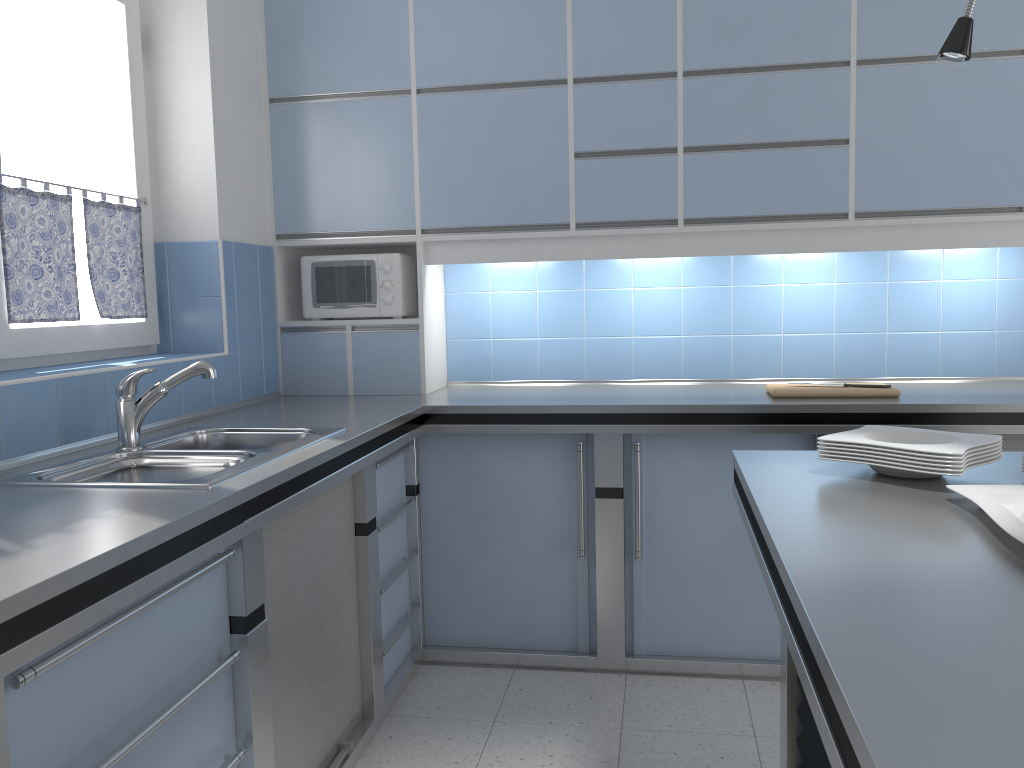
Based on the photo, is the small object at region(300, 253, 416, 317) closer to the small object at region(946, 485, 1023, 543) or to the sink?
the sink

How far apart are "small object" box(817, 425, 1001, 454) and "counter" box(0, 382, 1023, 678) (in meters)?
1.05

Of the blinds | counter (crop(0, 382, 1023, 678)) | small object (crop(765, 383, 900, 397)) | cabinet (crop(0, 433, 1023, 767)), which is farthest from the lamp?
the blinds

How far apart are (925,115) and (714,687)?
2.1 meters

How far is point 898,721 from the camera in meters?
0.8 m

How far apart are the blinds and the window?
0.0m

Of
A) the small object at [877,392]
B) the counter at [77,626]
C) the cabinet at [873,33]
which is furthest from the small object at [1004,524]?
the cabinet at [873,33]

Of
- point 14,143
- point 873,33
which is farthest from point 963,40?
point 14,143

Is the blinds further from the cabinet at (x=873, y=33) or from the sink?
the cabinet at (x=873, y=33)

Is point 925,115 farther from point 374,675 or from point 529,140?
point 374,675
